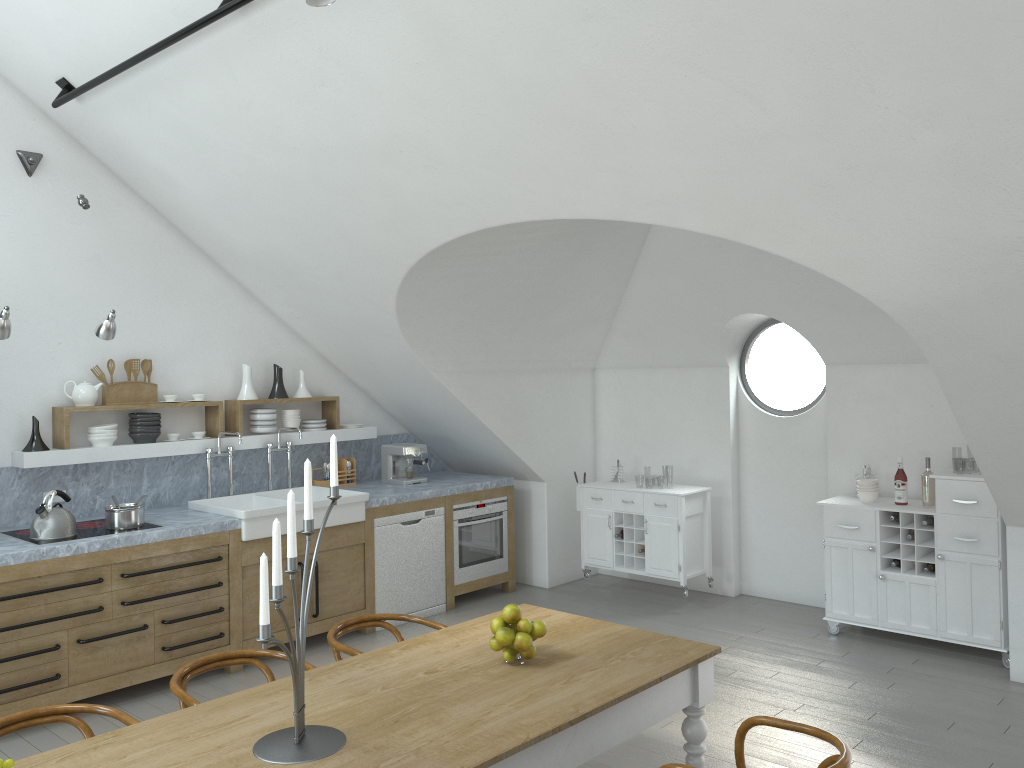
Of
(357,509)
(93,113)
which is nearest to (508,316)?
(357,509)

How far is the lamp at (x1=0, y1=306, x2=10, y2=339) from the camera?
4.7m

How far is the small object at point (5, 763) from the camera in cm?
198

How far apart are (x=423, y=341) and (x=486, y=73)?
2.9m

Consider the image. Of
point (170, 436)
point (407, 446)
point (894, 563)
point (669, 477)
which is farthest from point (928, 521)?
point (669, 477)

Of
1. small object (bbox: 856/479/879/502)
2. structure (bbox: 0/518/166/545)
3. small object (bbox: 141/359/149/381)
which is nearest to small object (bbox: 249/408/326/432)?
small object (bbox: 141/359/149/381)

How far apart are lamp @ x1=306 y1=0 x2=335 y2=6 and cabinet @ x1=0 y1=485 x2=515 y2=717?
3.3 meters

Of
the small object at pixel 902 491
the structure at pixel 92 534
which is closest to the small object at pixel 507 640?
the structure at pixel 92 534

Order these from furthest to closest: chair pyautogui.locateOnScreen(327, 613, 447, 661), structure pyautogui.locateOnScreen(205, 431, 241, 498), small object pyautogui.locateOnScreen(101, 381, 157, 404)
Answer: structure pyautogui.locateOnScreen(205, 431, 241, 498)
small object pyautogui.locateOnScreen(101, 381, 157, 404)
chair pyautogui.locateOnScreen(327, 613, 447, 661)

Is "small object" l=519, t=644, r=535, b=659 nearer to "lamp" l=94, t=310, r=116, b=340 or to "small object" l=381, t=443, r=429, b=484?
"lamp" l=94, t=310, r=116, b=340
